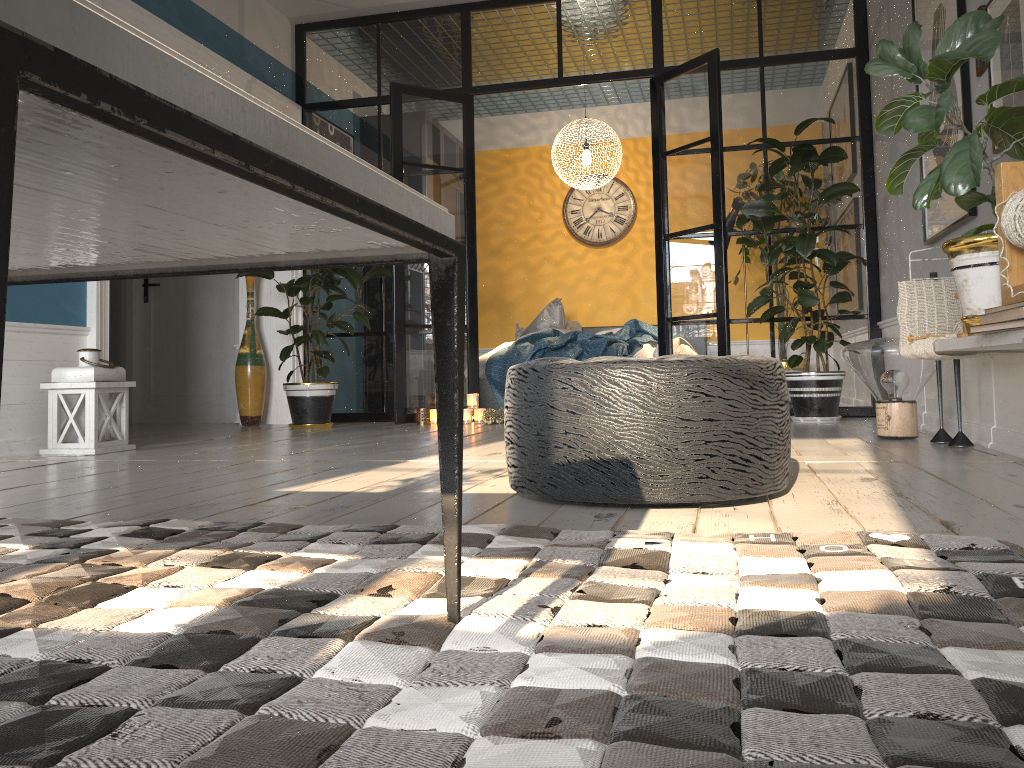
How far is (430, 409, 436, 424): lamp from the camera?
5.9 meters

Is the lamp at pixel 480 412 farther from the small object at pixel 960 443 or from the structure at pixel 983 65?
the structure at pixel 983 65

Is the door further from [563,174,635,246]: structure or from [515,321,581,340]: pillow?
[563,174,635,246]: structure

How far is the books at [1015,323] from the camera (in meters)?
2.03

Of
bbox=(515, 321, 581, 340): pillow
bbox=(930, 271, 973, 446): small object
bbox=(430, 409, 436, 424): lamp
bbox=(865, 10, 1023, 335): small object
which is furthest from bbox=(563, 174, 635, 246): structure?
bbox=(865, 10, 1023, 335): small object

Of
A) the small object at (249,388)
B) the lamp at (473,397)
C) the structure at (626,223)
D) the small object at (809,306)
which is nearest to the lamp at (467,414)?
the lamp at (473,397)

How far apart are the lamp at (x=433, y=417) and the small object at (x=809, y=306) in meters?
0.7

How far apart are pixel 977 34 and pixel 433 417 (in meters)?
4.11

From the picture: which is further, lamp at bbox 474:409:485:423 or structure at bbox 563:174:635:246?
structure at bbox 563:174:635:246

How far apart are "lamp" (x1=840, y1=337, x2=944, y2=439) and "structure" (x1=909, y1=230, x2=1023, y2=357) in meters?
0.8
